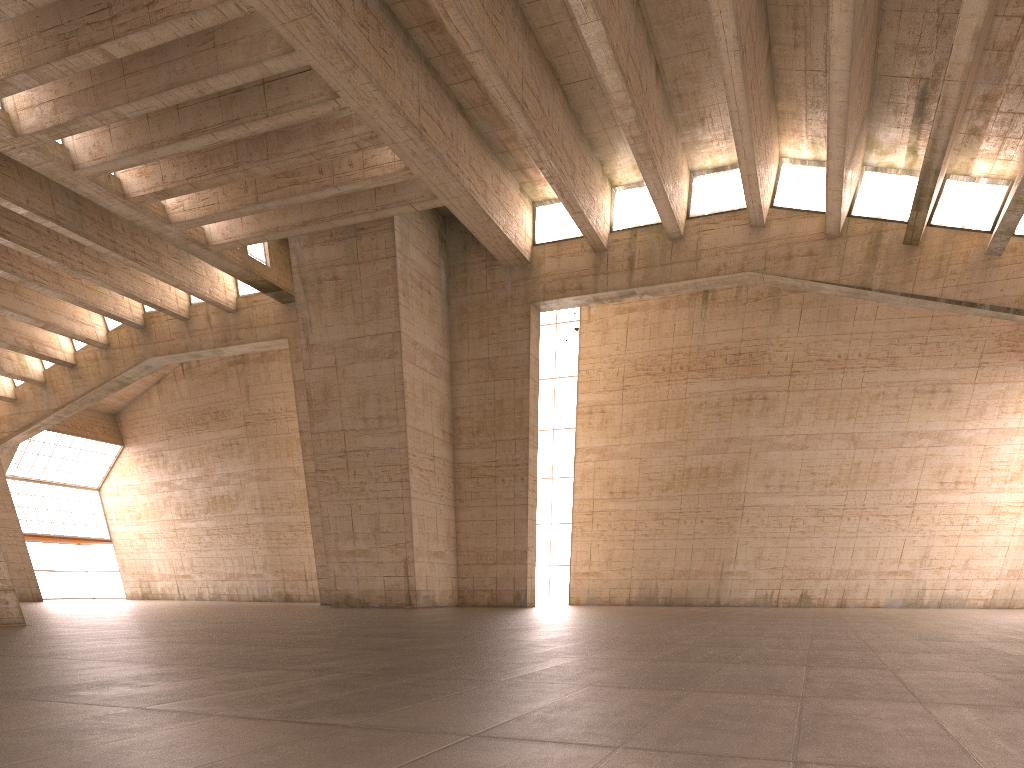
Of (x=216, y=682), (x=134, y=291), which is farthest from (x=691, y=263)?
(x=134, y=291)
